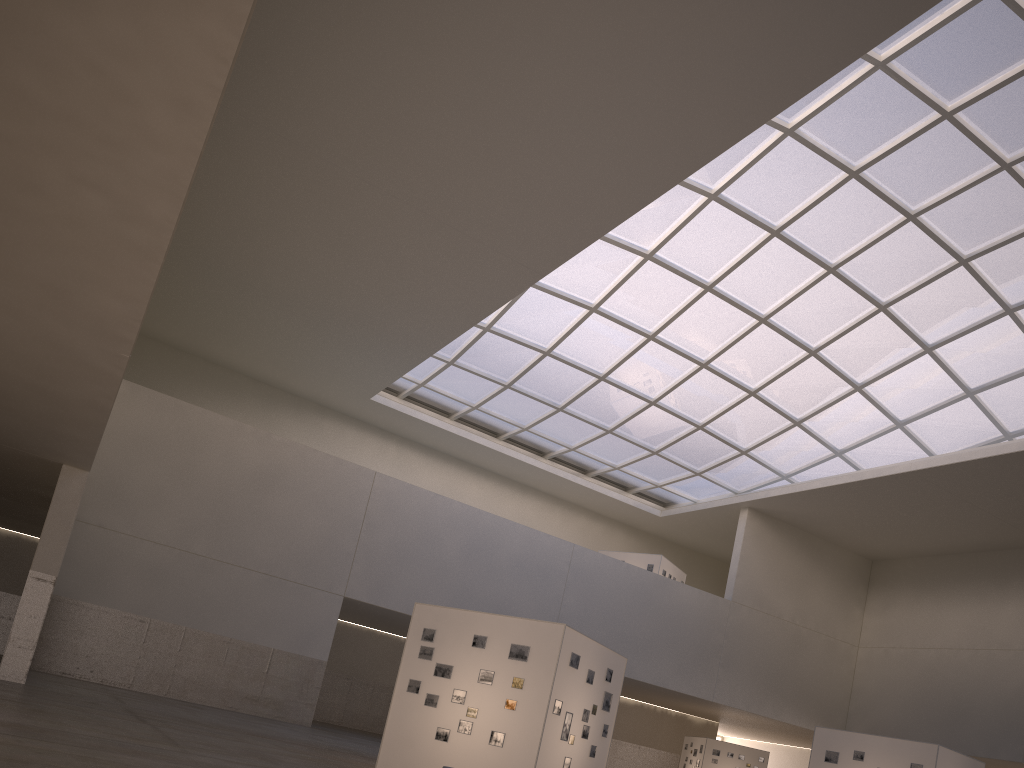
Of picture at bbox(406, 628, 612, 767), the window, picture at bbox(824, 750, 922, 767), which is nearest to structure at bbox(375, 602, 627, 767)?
picture at bbox(406, 628, 612, 767)

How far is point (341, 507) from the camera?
43.5 meters

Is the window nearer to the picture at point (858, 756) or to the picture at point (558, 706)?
the picture at point (858, 756)

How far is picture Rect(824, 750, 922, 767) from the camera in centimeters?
2990cm

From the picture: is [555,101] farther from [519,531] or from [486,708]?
[519,531]

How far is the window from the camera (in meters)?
34.14

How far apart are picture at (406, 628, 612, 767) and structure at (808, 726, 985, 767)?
12.3m

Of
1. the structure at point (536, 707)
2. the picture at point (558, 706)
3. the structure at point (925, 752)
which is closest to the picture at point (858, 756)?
the structure at point (925, 752)

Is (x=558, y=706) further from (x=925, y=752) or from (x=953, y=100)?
(x=953, y=100)

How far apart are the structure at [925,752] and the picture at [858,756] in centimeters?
20cm
